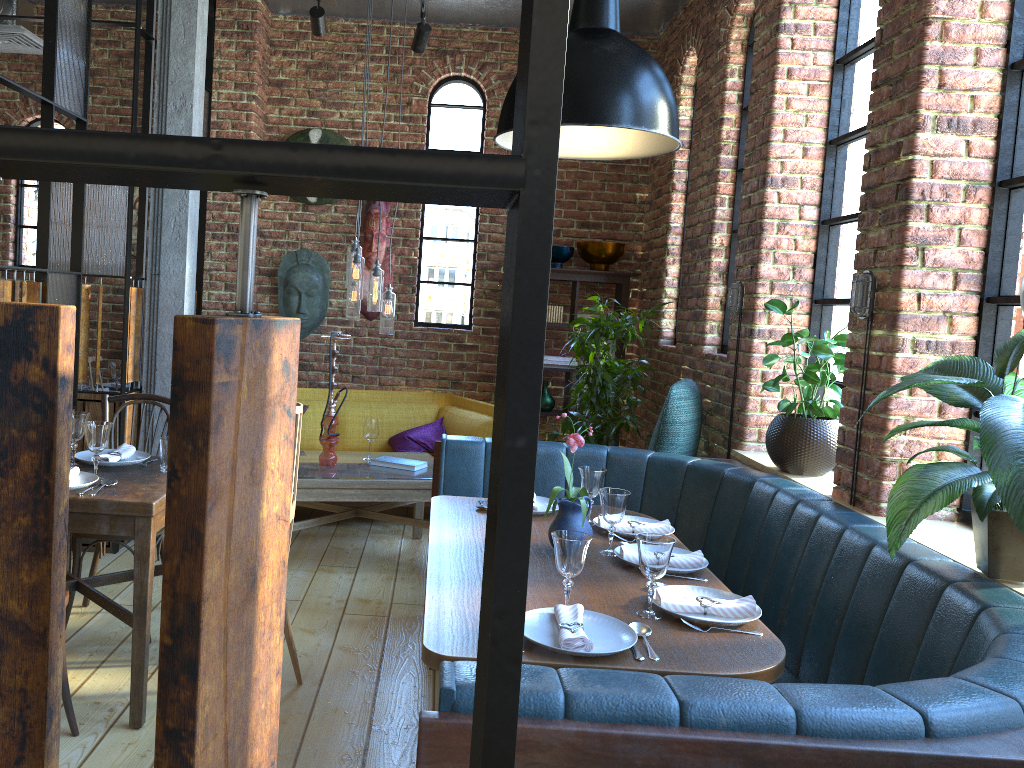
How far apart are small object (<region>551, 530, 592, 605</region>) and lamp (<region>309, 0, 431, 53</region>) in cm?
397

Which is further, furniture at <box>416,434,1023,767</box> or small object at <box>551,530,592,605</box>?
small object at <box>551,530,592,605</box>

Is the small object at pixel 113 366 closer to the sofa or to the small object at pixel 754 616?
the sofa

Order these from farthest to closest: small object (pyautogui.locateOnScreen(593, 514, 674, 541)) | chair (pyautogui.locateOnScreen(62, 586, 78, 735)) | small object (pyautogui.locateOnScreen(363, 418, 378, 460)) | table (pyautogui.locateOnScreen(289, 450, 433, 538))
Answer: small object (pyautogui.locateOnScreen(363, 418, 378, 460)), table (pyautogui.locateOnScreen(289, 450, 433, 538)), small object (pyautogui.locateOnScreen(593, 514, 674, 541)), chair (pyautogui.locateOnScreen(62, 586, 78, 735))

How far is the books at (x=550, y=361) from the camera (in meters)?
5.96

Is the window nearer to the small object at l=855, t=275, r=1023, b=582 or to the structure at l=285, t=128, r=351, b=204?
the small object at l=855, t=275, r=1023, b=582

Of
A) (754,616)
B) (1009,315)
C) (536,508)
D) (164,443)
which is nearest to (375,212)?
(164,443)

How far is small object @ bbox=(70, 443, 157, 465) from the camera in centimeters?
309cm

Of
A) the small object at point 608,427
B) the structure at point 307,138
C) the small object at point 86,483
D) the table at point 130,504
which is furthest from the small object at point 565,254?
the small object at point 86,483

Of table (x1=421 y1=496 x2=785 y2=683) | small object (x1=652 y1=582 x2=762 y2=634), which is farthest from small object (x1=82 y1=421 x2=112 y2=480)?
small object (x1=652 y1=582 x2=762 y2=634)
